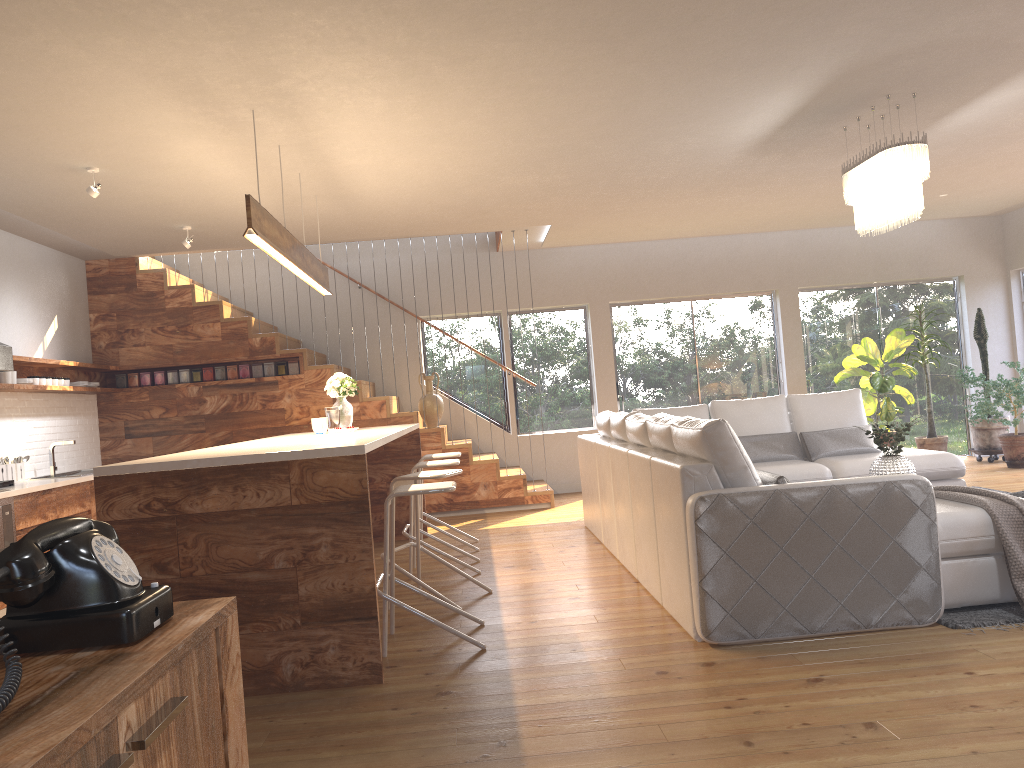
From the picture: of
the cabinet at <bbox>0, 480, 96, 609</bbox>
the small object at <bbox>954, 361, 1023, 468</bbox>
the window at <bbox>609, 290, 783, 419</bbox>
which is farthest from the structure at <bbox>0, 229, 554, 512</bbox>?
the small object at <bbox>954, 361, 1023, 468</bbox>

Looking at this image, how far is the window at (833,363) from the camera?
10.4 meters

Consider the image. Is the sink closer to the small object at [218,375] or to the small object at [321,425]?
the small object at [218,375]

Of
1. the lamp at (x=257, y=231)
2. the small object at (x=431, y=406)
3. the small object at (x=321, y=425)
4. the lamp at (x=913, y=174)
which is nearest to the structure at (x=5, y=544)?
the small object at (x=321, y=425)

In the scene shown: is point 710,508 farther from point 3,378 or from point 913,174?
point 3,378

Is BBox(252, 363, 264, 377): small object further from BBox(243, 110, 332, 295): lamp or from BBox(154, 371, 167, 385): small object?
BBox(243, 110, 332, 295): lamp

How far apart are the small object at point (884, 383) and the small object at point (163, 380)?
7.1m

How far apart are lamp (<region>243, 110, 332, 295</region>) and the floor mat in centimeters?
360cm

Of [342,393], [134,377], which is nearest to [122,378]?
[134,377]

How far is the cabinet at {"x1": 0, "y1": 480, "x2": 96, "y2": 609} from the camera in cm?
589
